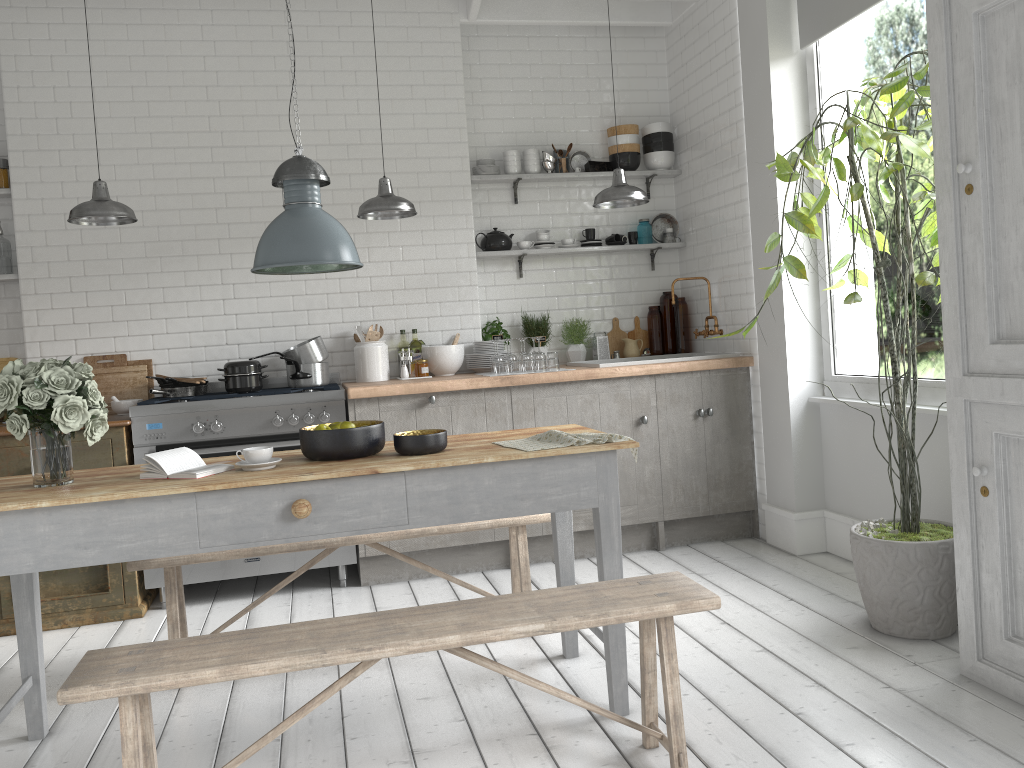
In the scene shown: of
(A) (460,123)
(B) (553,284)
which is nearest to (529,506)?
(B) (553,284)

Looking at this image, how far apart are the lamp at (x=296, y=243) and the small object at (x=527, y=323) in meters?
3.2

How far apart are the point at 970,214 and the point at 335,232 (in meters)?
2.58

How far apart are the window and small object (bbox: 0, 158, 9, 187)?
5.5m

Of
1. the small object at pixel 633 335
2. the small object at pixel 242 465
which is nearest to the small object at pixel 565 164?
the small object at pixel 633 335

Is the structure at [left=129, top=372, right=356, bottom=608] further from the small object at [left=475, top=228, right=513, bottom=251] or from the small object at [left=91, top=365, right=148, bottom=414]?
the small object at [left=475, top=228, right=513, bottom=251]

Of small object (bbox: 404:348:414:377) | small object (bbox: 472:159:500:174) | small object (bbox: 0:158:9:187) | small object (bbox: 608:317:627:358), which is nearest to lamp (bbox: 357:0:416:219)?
small object (bbox: 404:348:414:377)

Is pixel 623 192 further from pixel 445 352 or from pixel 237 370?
pixel 237 370

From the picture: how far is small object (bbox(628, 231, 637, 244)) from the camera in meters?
7.2

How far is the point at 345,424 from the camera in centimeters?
372cm
